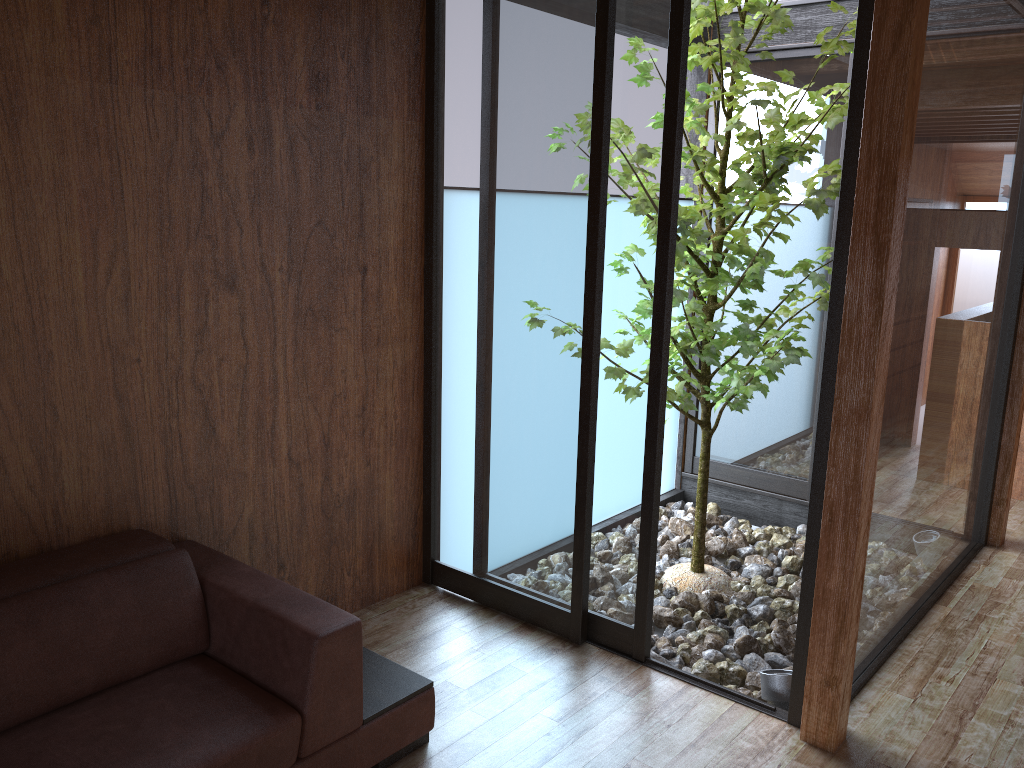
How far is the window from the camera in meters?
2.7

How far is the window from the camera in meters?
2.7 m

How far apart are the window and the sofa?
0.7m

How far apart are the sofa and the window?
0.73m

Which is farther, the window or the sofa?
the window

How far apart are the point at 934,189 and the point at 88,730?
2.7m

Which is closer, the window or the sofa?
the sofa

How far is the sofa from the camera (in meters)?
1.96
